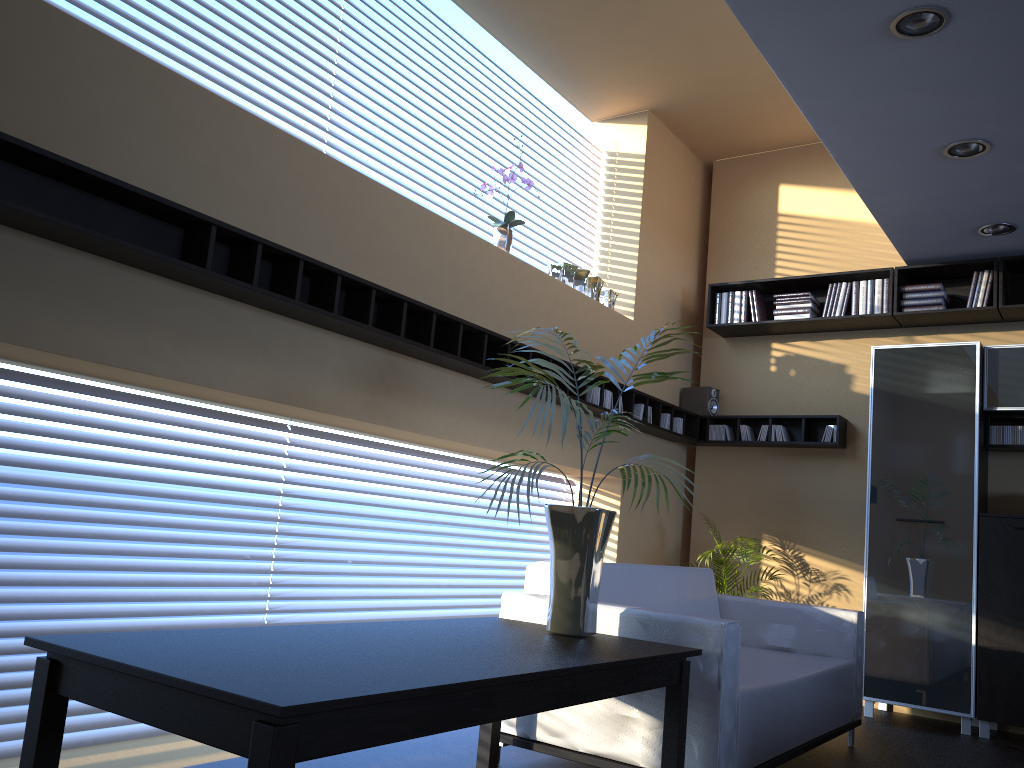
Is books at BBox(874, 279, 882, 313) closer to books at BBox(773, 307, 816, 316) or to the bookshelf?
the bookshelf

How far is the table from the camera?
1.7m

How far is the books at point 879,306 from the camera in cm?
613

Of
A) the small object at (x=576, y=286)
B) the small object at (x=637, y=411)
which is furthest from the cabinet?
the small object at (x=576, y=286)

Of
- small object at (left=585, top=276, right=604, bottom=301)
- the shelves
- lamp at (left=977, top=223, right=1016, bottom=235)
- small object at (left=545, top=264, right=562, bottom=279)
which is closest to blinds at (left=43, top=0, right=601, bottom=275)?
the shelves

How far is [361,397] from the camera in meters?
4.1 m

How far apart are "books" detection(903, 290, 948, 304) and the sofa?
2.4m

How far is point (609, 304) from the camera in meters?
6.2 m

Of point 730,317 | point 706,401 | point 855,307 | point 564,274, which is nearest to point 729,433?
point 706,401

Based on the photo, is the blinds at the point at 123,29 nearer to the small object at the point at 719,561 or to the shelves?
the shelves
